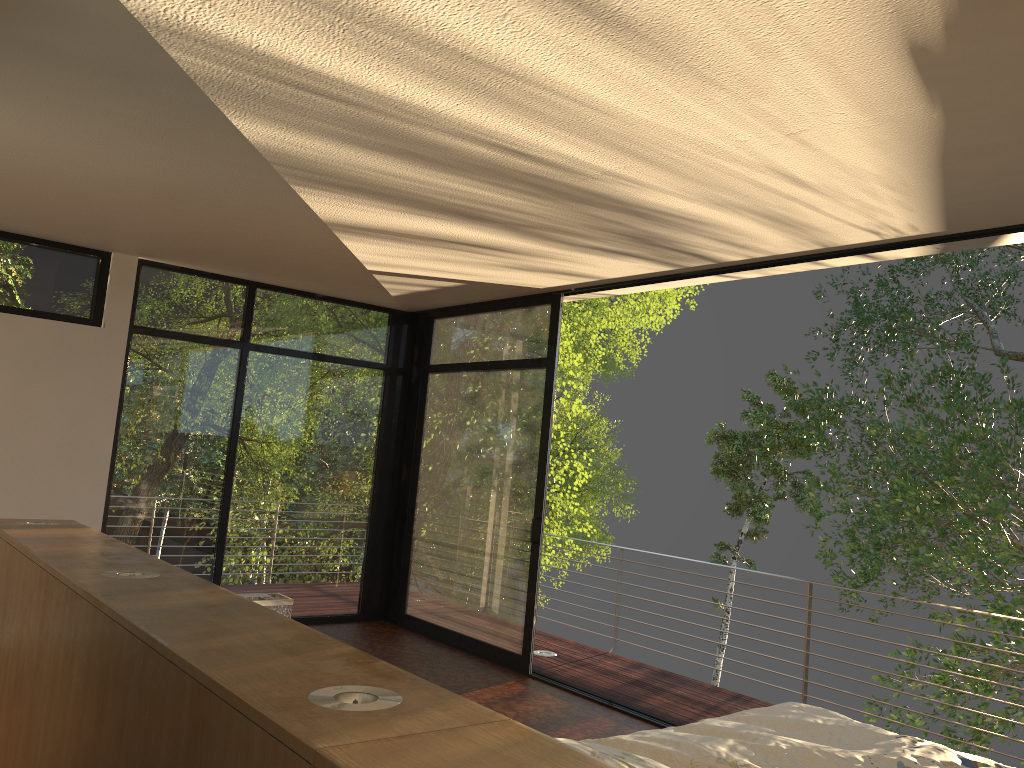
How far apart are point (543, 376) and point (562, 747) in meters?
4.7 m

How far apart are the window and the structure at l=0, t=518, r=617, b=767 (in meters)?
Answer: 2.68

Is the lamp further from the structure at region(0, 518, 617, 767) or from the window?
the window

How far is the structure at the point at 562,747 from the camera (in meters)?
1.19

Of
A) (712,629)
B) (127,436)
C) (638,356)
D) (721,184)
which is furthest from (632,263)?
(638,356)

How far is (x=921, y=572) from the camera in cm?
1039

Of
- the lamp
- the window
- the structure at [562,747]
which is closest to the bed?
the structure at [562,747]

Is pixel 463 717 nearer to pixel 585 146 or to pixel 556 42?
pixel 556 42

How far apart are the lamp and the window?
2.94m

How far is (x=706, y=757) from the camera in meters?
2.3 m
